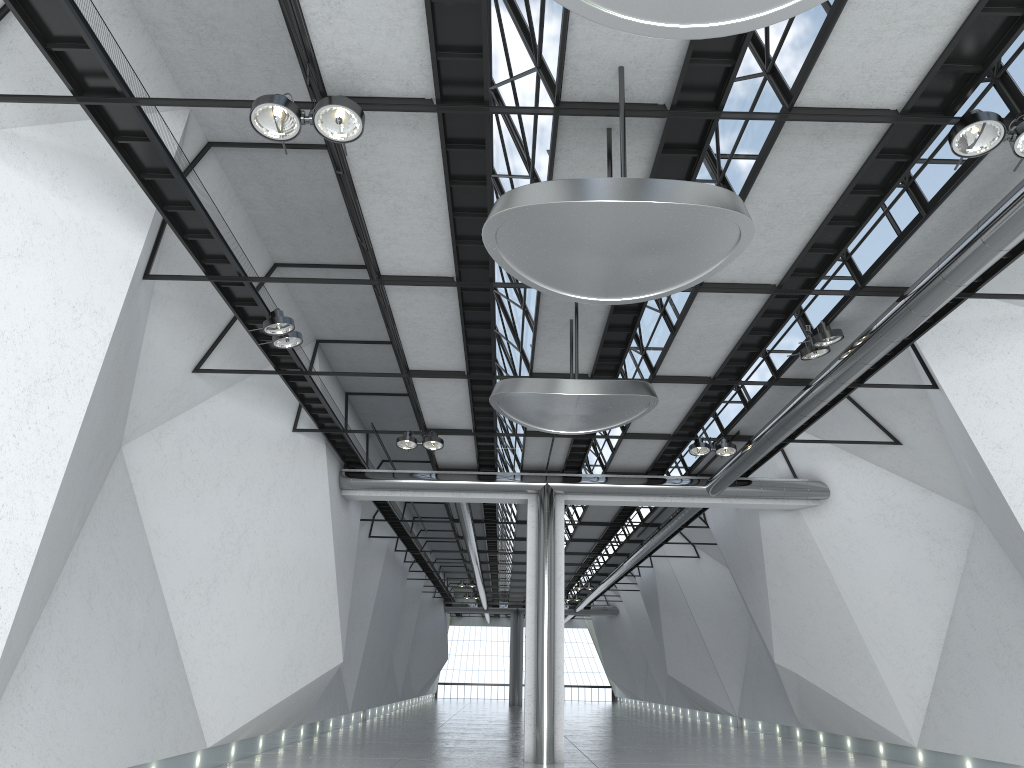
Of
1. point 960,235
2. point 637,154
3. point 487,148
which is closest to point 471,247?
point 487,148
